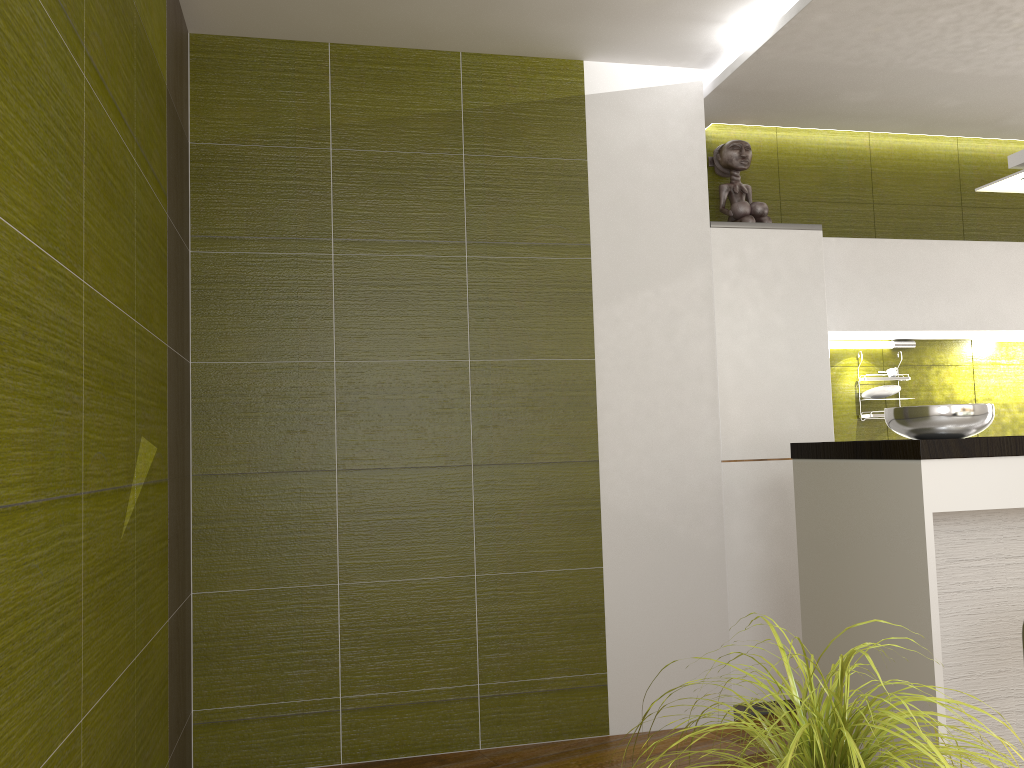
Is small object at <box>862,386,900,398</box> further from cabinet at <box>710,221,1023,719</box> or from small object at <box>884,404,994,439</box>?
small object at <box>884,404,994,439</box>

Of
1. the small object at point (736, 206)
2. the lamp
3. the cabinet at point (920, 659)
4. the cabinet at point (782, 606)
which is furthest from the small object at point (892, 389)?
the cabinet at point (920, 659)

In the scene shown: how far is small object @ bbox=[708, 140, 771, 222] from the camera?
4.03m

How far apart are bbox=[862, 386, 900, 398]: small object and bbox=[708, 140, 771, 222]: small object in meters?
1.0

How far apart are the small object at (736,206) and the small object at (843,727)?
2.89m

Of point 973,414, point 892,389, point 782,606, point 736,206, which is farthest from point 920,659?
point 736,206

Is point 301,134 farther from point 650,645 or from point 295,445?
point 650,645

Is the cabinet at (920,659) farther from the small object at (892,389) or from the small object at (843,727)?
the small object at (892,389)

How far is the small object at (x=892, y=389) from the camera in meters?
4.3 m

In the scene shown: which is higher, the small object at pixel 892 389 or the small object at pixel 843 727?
the small object at pixel 892 389
